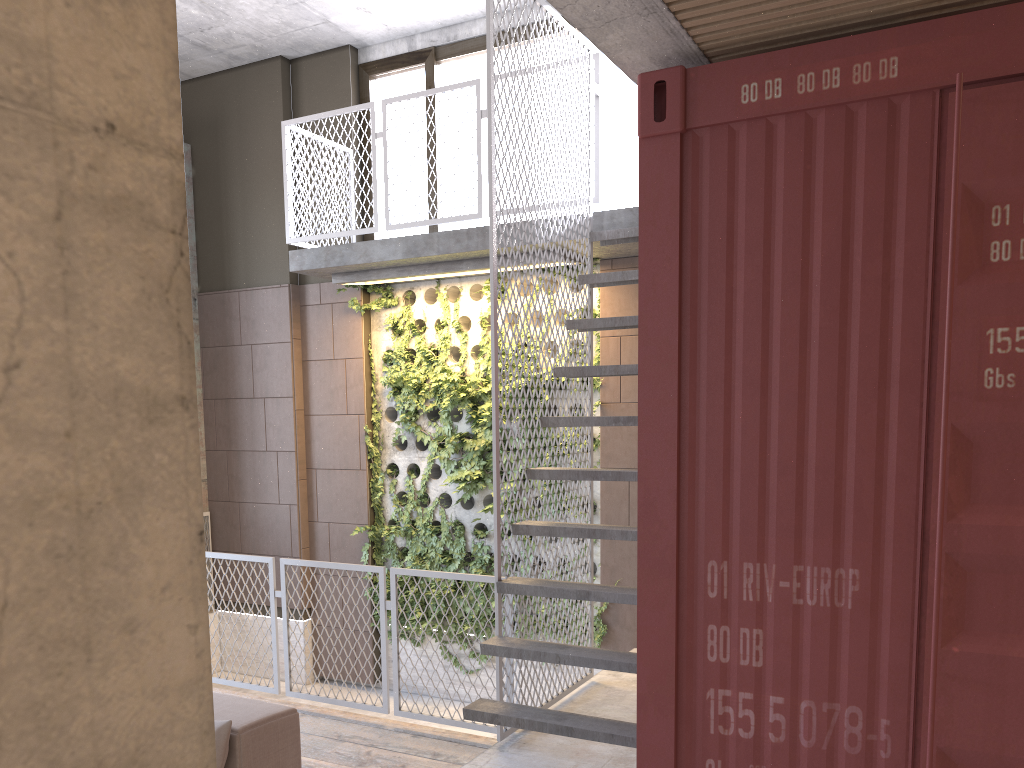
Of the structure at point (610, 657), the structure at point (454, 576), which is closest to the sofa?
the structure at point (610, 657)

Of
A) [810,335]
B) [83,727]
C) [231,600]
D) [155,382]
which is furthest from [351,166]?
[83,727]

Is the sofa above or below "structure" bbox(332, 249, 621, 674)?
below

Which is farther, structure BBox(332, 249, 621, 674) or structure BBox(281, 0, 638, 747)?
structure BBox(332, 249, 621, 674)

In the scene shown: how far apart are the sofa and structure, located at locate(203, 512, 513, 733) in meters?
1.7

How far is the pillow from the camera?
3.0m

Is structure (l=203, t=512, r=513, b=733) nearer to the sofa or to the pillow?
the sofa

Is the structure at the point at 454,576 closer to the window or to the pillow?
the pillow

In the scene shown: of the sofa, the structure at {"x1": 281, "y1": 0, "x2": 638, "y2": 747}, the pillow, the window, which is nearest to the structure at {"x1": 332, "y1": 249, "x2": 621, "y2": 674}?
the structure at {"x1": 281, "y1": 0, "x2": 638, "y2": 747}

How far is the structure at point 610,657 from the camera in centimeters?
416cm
